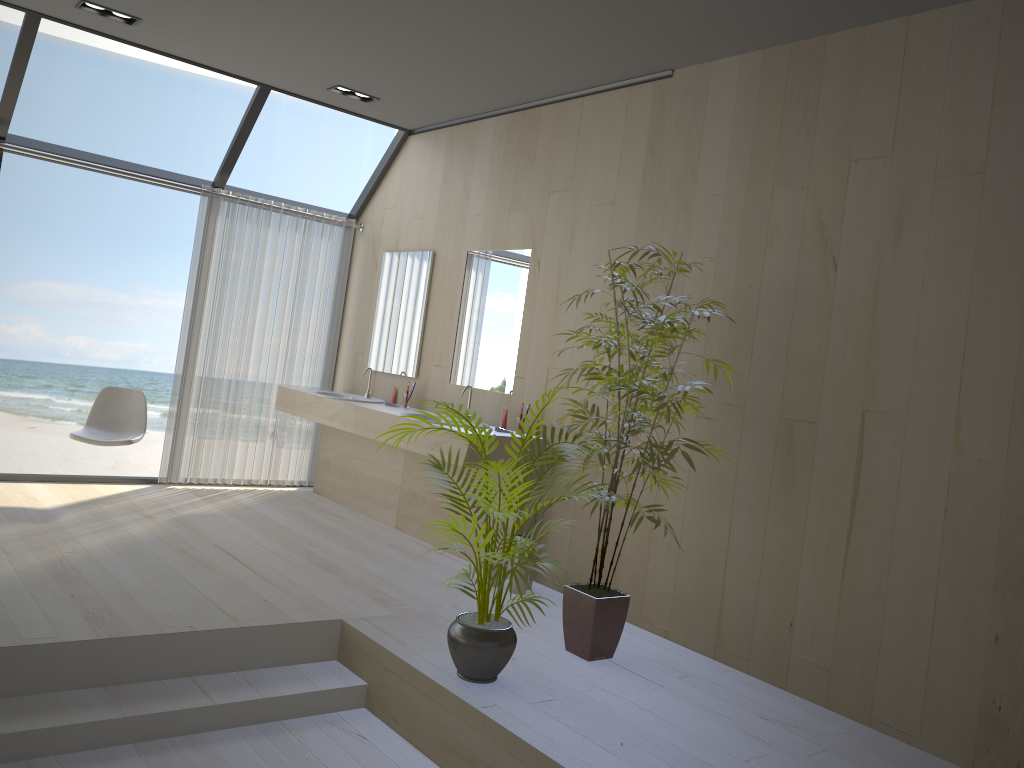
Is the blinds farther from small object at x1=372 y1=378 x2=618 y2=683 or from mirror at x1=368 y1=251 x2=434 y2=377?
small object at x1=372 y1=378 x2=618 y2=683

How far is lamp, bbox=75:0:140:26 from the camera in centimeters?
471cm

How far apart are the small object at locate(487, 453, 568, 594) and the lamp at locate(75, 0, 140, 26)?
3.6 meters

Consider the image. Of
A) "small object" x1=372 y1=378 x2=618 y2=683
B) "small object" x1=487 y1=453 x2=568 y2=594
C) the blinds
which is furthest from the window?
"small object" x1=372 y1=378 x2=618 y2=683

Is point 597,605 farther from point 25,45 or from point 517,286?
point 25,45

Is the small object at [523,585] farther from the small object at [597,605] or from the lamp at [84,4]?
the lamp at [84,4]

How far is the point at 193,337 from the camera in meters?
6.2 m

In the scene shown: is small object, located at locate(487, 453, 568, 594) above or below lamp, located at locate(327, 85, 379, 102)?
below

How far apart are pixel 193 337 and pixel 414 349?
1.6 meters

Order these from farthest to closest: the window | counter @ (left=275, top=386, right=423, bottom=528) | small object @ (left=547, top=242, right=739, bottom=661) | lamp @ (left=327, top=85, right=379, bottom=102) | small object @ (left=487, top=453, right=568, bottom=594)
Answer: counter @ (left=275, top=386, right=423, bottom=528), lamp @ (left=327, top=85, right=379, bottom=102), the window, small object @ (left=487, top=453, right=568, bottom=594), small object @ (left=547, top=242, right=739, bottom=661)
